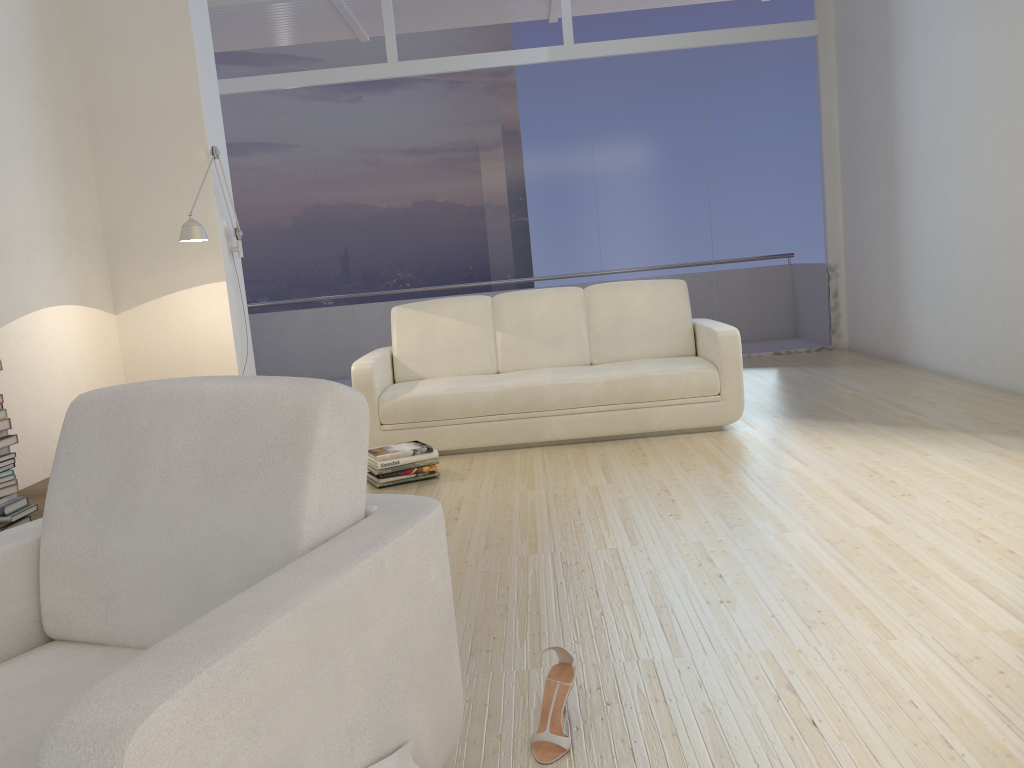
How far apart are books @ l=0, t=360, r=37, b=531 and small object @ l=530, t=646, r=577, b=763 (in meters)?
2.41

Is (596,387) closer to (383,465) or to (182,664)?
(383,465)

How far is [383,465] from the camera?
4.32m

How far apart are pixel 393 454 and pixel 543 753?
2.6m

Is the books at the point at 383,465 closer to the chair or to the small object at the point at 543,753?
the small object at the point at 543,753

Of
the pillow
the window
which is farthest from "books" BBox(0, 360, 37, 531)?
the window

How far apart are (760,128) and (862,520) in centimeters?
542cm

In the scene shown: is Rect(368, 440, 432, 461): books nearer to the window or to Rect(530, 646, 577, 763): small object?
Rect(530, 646, 577, 763): small object

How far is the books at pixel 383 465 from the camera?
4.3 meters

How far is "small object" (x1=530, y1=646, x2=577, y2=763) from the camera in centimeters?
185cm
